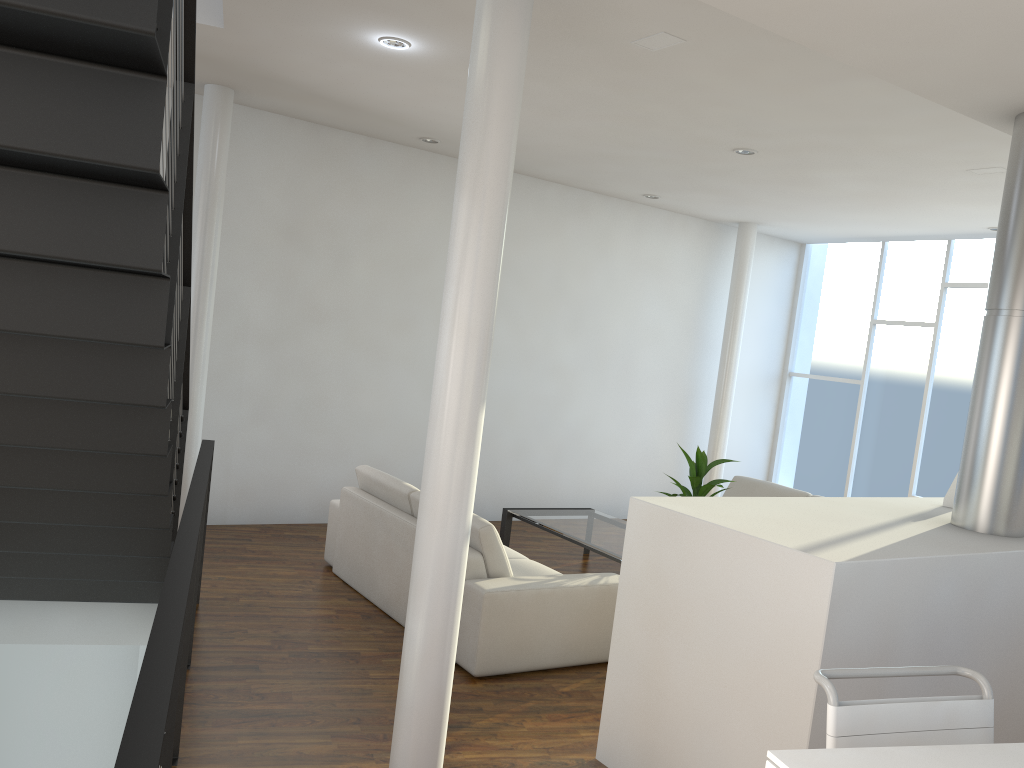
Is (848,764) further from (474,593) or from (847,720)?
(474,593)

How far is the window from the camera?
6.5m

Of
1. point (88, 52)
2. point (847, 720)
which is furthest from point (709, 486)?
point (88, 52)

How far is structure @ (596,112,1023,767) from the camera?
2.20m

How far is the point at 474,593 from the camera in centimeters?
332cm

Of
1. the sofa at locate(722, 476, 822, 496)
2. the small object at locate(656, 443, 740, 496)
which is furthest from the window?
the small object at locate(656, 443, 740, 496)

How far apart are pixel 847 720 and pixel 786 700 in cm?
74

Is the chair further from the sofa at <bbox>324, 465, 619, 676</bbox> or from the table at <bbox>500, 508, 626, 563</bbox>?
the table at <bbox>500, 508, 626, 563</bbox>

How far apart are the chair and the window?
5.3m

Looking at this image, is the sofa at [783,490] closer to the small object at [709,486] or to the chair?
the small object at [709,486]
